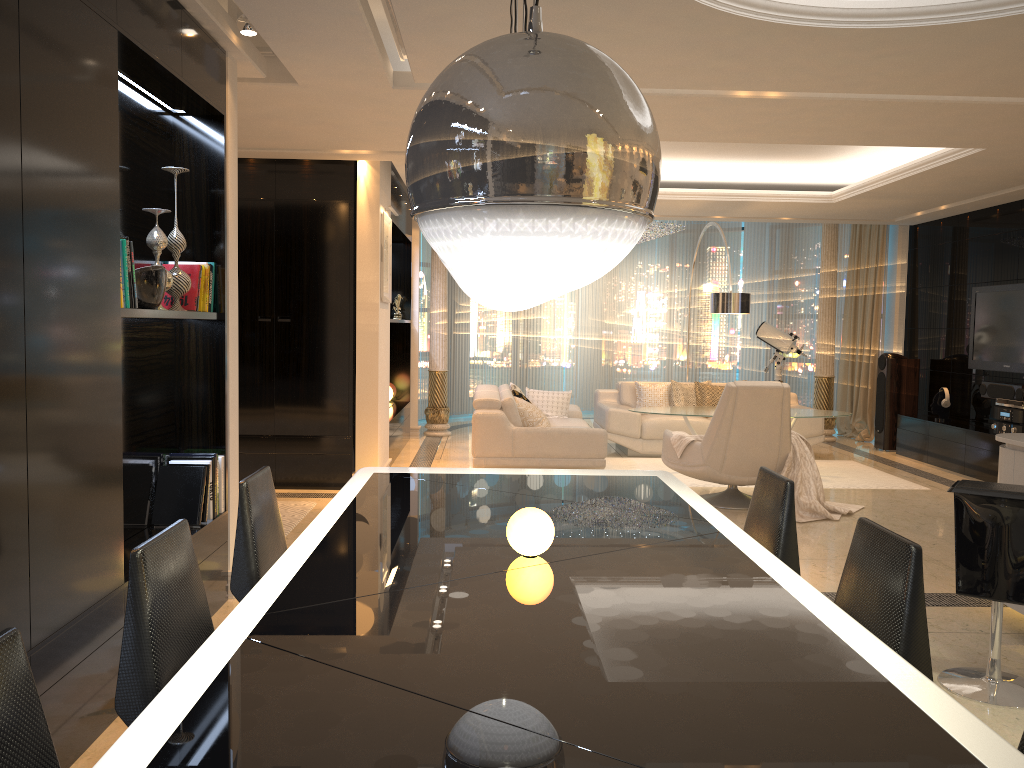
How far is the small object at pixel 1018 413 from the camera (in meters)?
7.67

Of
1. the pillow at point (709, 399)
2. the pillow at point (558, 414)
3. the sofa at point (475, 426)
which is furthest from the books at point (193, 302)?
the pillow at point (709, 399)

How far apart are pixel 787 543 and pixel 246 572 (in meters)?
1.74

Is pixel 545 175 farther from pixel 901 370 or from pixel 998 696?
pixel 901 370

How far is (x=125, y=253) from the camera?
3.1 meters

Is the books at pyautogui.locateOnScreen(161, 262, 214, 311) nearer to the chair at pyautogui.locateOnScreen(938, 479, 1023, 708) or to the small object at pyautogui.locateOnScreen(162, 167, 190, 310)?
the small object at pyautogui.locateOnScreen(162, 167, 190, 310)

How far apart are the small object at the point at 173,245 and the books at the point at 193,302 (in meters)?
0.07

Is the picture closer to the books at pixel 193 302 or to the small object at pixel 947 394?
the books at pixel 193 302

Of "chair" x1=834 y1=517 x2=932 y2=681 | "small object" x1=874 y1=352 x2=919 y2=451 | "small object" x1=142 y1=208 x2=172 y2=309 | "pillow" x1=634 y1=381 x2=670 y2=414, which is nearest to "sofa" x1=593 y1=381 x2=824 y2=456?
"pillow" x1=634 y1=381 x2=670 y2=414

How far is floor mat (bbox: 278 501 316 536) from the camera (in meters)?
5.93
